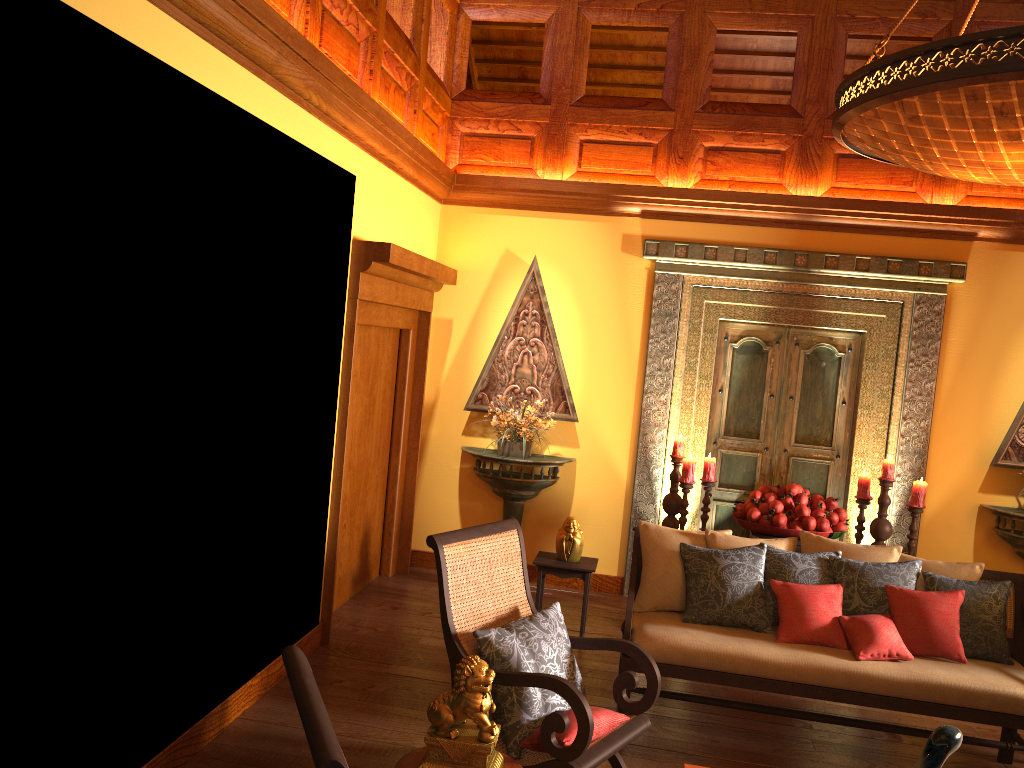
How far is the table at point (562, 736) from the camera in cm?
303

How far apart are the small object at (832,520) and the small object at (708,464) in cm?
40

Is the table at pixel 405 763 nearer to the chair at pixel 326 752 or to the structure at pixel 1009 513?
the chair at pixel 326 752

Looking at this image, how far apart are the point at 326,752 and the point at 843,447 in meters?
5.3

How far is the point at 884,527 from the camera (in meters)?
5.32

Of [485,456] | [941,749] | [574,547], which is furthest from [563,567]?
[941,749]

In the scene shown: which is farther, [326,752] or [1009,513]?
[1009,513]

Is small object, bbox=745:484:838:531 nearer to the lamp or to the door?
the door

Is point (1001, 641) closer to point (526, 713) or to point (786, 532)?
point (786, 532)

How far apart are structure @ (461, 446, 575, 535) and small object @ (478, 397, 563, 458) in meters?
0.0 m
